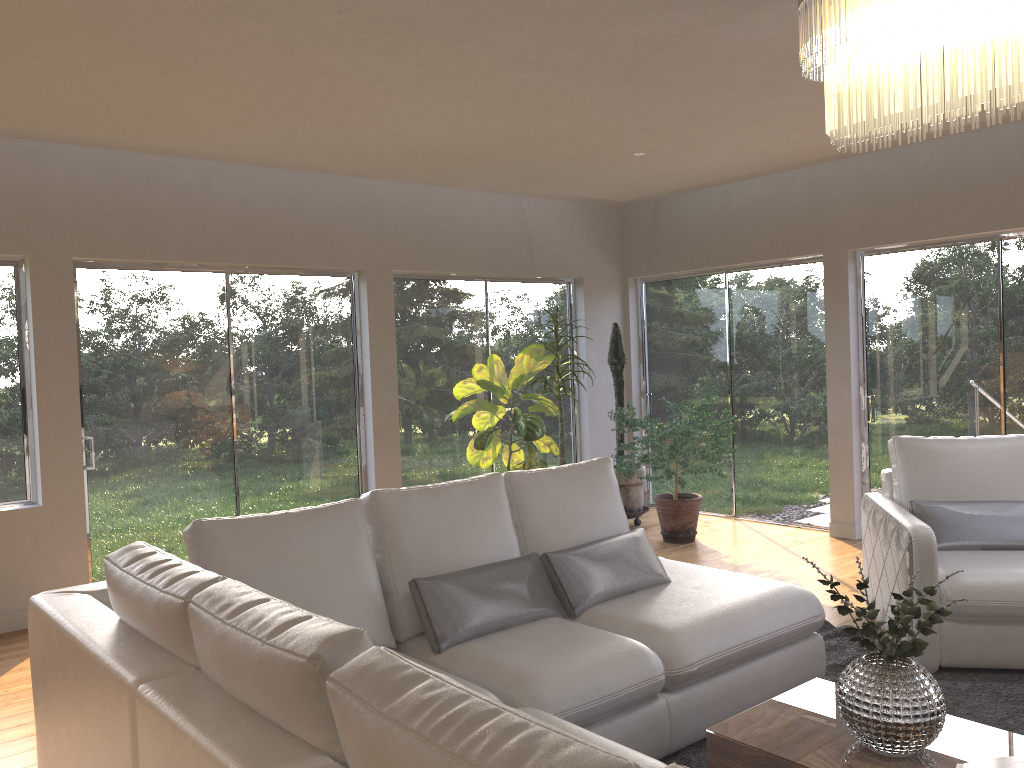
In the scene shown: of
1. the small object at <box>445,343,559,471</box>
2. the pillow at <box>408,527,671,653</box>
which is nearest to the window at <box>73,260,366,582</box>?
the small object at <box>445,343,559,471</box>

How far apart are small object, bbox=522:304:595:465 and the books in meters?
4.6

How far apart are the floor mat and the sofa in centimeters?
4cm

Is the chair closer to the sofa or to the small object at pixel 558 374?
the sofa

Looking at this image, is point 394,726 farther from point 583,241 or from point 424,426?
point 583,241

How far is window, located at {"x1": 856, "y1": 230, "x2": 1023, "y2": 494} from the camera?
5.8 meters

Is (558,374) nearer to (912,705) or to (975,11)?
(912,705)

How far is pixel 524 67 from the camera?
3.98m

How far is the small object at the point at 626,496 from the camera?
7.2m

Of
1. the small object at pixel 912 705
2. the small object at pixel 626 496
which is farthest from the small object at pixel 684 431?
the small object at pixel 912 705
